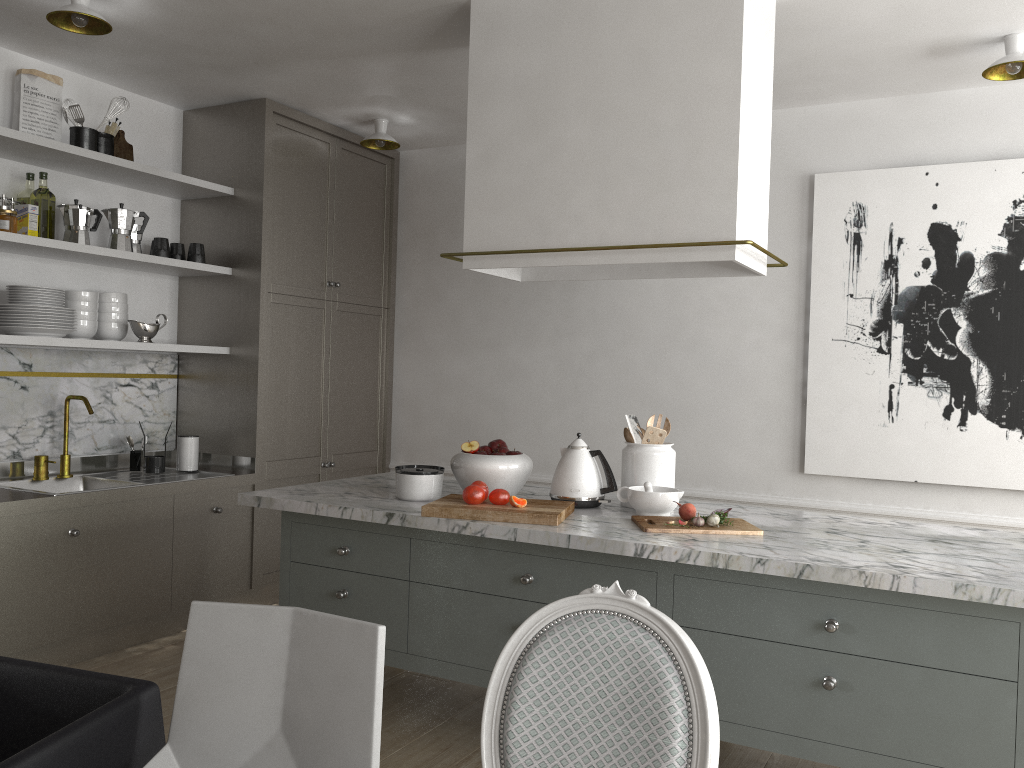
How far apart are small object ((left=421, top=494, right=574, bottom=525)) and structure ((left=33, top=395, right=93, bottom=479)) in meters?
1.9 m

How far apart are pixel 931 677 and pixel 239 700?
1.5m

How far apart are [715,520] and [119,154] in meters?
3.0 m

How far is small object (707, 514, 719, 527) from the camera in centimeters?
244cm

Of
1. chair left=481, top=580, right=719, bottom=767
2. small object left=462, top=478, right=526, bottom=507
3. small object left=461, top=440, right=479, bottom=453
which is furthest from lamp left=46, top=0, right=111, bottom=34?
chair left=481, top=580, right=719, bottom=767

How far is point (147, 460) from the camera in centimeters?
391cm

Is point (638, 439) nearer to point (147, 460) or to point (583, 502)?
point (583, 502)

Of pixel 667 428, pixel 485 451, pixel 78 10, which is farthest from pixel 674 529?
pixel 78 10

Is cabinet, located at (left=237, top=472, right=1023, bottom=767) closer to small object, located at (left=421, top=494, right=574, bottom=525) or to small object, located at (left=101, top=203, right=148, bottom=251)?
small object, located at (left=421, top=494, right=574, bottom=525)

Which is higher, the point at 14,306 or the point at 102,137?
the point at 102,137
